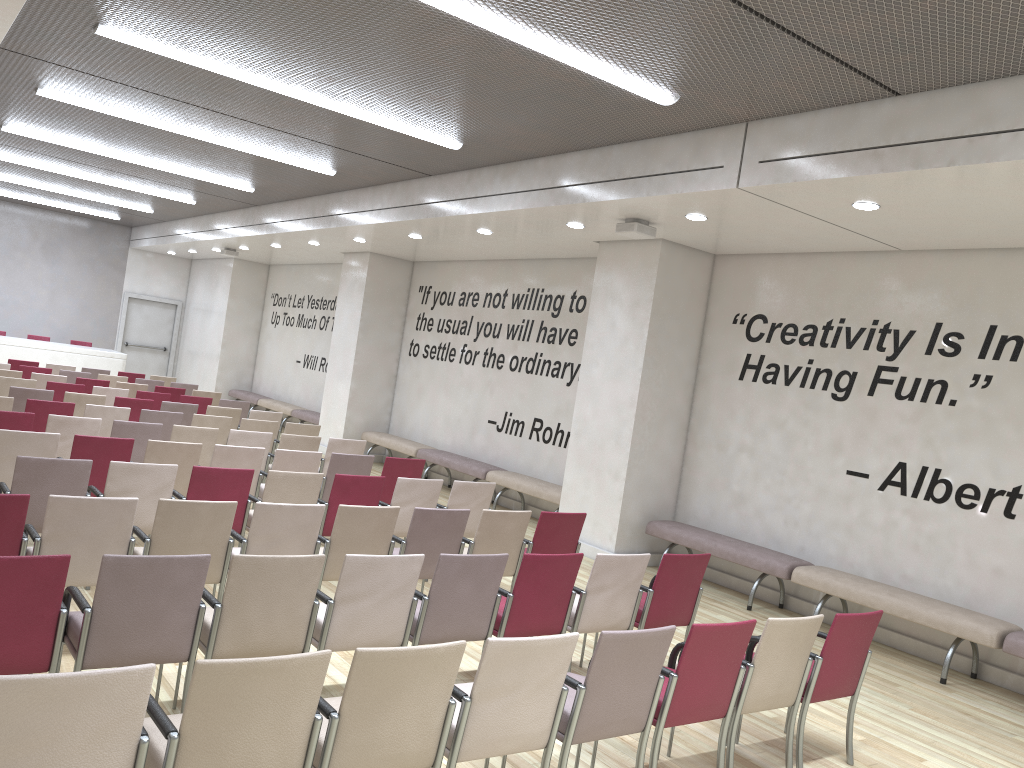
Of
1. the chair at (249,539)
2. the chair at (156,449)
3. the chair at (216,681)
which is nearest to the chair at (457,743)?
the chair at (216,681)

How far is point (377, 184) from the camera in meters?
11.4

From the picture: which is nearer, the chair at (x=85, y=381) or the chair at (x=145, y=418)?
the chair at (x=145, y=418)

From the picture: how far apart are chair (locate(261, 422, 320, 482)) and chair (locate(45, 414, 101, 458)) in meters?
2.6

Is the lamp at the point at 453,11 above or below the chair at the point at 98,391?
above

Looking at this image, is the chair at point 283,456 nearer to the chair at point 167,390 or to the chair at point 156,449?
the chair at point 156,449

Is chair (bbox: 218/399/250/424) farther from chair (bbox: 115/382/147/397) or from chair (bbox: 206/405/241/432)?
chair (bbox: 115/382/147/397)

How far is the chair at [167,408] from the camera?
10.9 meters

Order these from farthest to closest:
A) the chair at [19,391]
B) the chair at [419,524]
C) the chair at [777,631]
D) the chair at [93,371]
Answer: the chair at [93,371], the chair at [19,391], the chair at [419,524], the chair at [777,631]

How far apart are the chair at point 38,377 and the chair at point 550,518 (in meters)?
8.73
